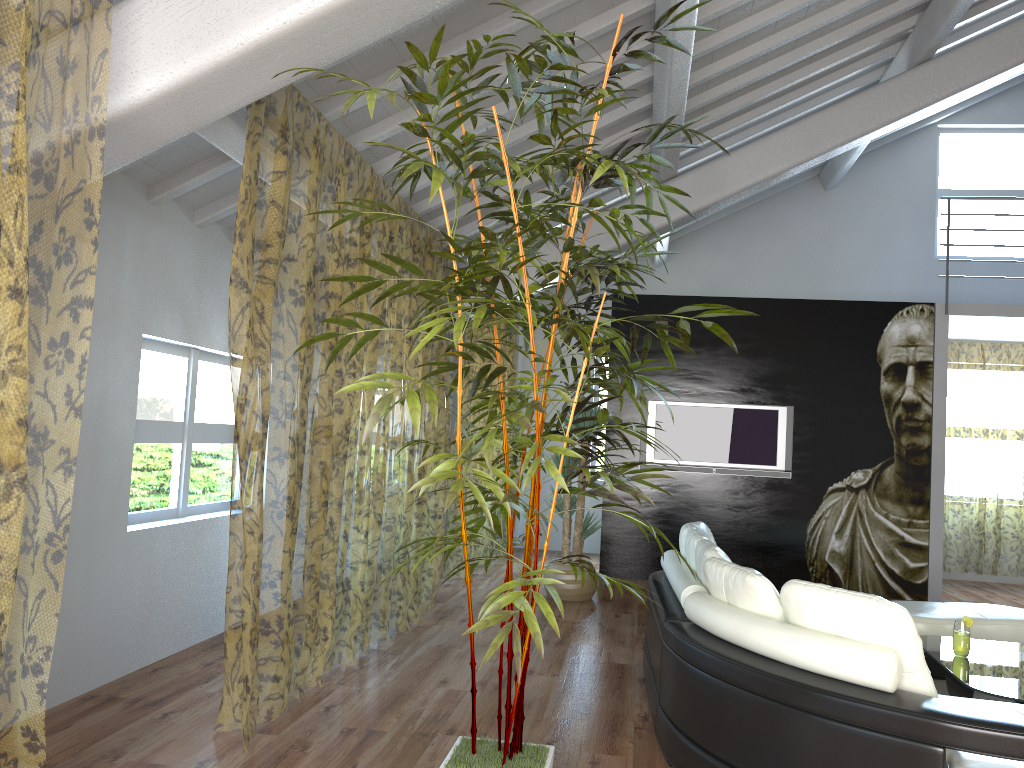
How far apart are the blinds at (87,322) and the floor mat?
4.3 meters

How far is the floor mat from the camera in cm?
460

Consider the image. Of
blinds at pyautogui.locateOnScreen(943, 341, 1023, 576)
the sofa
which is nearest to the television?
blinds at pyautogui.locateOnScreen(943, 341, 1023, 576)

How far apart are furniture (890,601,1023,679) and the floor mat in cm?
7

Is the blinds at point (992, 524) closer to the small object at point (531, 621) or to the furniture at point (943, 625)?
the furniture at point (943, 625)

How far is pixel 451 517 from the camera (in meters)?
14.44

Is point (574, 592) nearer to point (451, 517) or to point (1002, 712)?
point (1002, 712)

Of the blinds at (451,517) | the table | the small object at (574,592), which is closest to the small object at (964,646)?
the table

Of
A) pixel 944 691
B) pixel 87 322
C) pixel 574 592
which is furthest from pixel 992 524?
pixel 87 322

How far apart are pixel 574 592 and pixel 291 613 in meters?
2.1 m
